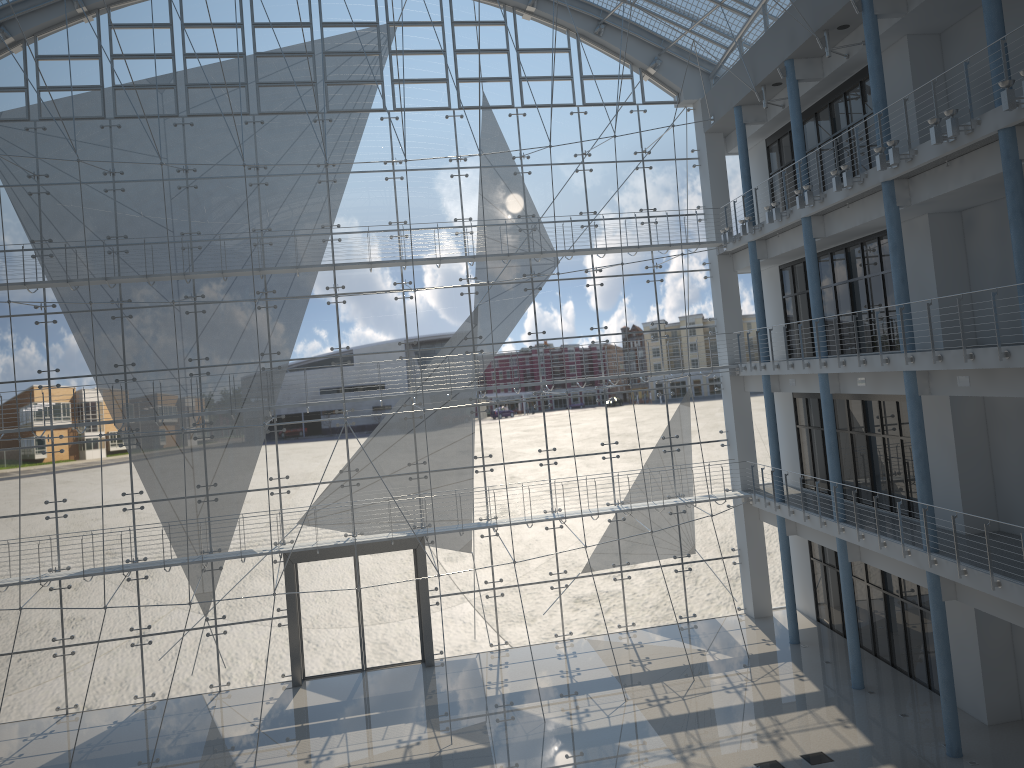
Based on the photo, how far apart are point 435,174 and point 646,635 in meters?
2.1

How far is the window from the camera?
3.3m

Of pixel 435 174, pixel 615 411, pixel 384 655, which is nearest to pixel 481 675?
pixel 384 655

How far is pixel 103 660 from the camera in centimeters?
330cm

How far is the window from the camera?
3.3 meters

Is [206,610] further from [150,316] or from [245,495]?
[150,316]
